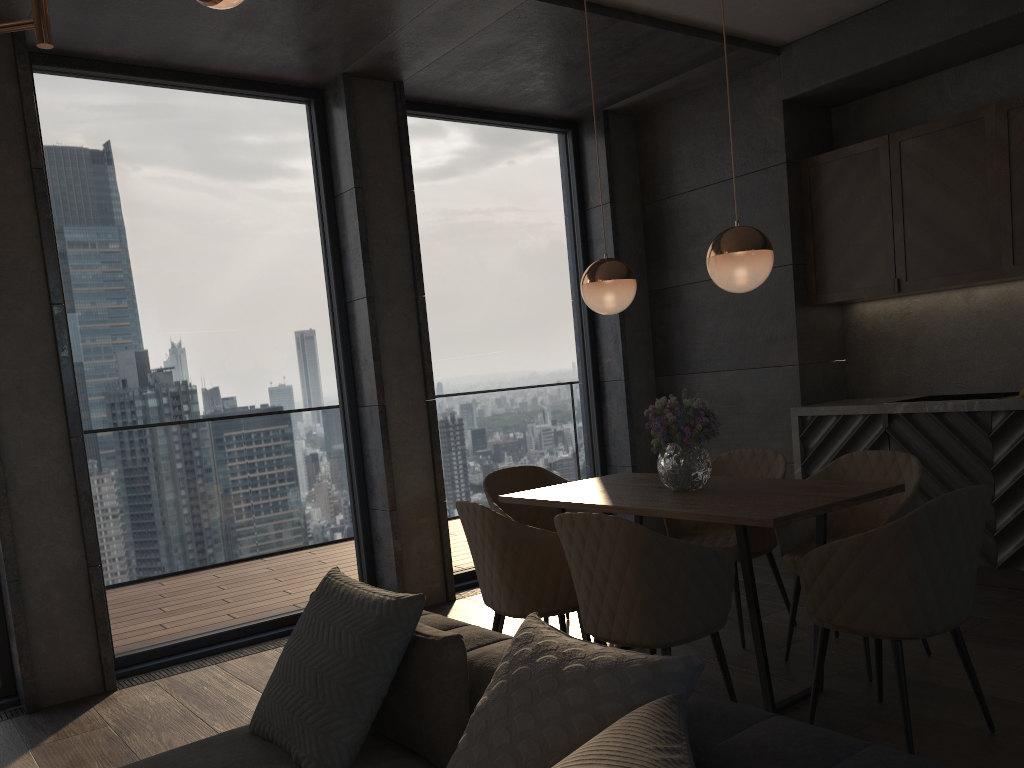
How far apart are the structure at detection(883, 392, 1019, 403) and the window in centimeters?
220cm

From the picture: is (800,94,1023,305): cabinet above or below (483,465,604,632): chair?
above

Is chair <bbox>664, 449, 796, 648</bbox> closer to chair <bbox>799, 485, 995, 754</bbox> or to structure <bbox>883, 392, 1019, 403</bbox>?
chair <bbox>799, 485, 995, 754</bbox>

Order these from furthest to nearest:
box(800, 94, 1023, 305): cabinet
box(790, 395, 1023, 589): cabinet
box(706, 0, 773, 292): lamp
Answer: box(800, 94, 1023, 305): cabinet < box(790, 395, 1023, 589): cabinet < box(706, 0, 773, 292): lamp

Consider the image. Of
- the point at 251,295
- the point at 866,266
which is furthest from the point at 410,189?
the point at 866,266

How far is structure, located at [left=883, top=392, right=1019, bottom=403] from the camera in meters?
4.6 m

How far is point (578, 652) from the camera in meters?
1.7

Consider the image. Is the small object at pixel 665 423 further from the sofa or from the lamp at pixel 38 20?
the lamp at pixel 38 20

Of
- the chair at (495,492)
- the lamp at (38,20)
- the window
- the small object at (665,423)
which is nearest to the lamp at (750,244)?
the small object at (665,423)

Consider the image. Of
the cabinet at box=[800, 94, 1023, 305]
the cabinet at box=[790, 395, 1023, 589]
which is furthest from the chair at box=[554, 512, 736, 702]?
the cabinet at box=[800, 94, 1023, 305]
